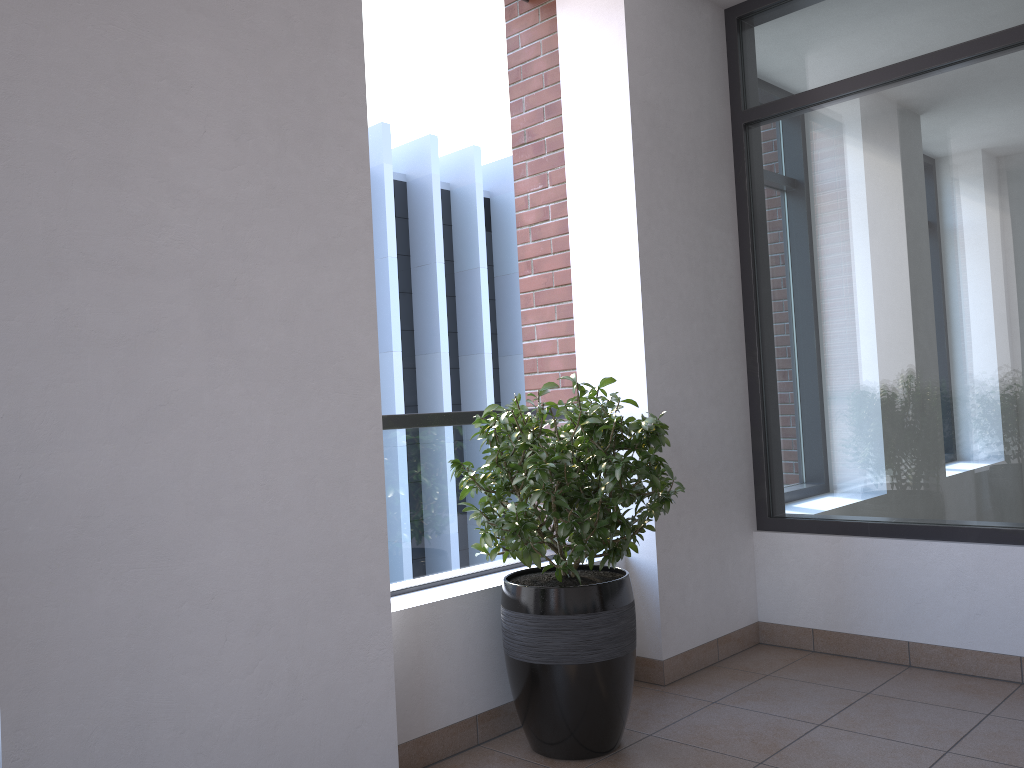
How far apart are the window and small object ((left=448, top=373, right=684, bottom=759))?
1.2 meters

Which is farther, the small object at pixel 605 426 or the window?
the window

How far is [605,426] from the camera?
2.67m

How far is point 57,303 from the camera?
1.92m

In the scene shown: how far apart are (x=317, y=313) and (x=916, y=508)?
2.5m

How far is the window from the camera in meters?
3.3 m

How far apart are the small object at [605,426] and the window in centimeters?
118cm

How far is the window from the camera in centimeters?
335cm

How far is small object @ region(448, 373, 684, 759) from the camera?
2.7 meters

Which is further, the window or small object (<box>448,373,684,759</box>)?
the window
